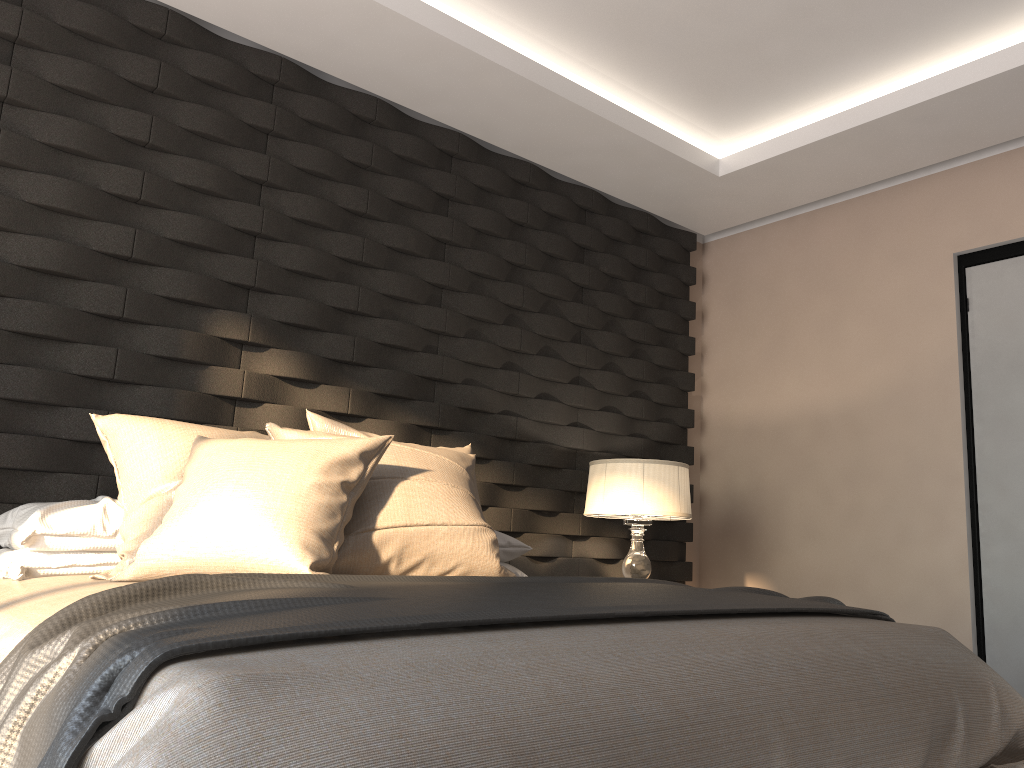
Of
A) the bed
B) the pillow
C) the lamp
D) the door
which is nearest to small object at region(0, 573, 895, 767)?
the bed

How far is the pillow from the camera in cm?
200

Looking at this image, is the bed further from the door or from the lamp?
the door

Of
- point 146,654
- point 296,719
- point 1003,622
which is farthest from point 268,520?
point 1003,622

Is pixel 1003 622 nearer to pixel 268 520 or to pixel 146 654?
pixel 268 520

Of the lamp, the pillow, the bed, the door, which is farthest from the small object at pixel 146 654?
the door

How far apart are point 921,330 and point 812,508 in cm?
95

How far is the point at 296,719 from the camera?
1.0 meters

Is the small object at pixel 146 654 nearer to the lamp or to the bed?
the bed

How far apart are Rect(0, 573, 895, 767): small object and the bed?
0.0m
